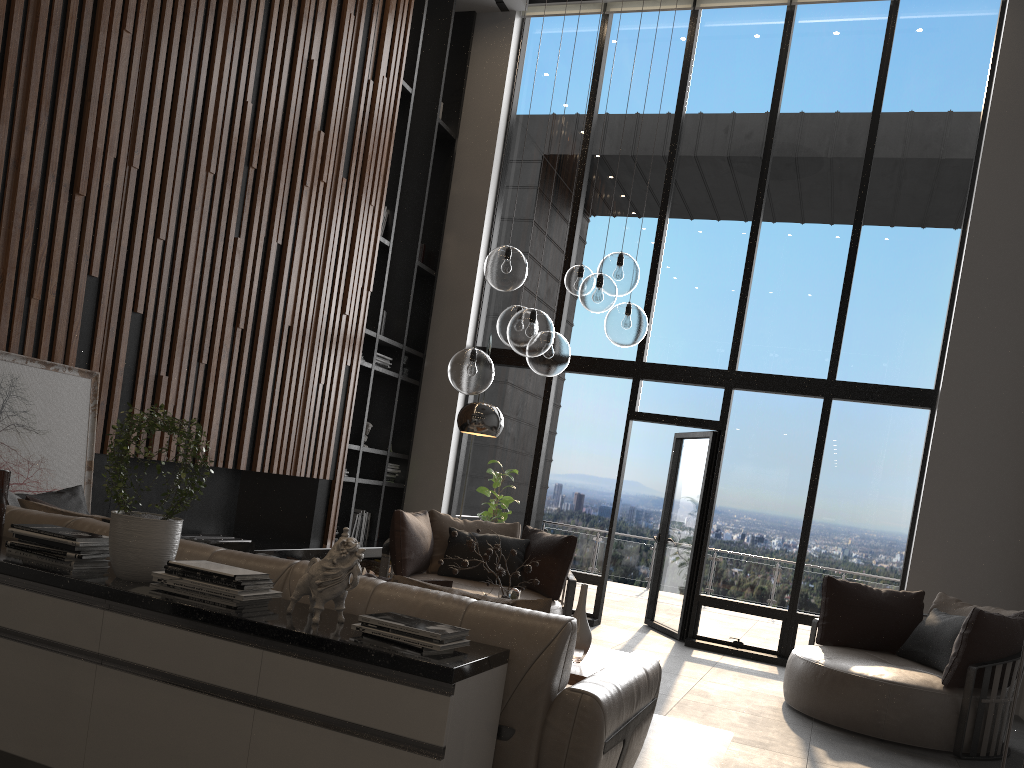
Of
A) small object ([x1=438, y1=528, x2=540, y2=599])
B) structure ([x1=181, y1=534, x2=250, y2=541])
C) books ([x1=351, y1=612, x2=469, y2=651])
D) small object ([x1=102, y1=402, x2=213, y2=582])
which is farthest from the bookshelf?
books ([x1=351, y1=612, x2=469, y2=651])

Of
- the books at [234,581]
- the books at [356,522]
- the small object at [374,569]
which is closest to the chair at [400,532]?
the small object at [374,569]

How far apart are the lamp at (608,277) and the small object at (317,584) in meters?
2.0

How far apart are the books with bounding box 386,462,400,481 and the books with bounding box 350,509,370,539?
0.5 meters

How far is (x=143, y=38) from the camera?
5.1 meters

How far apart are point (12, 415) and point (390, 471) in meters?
4.5

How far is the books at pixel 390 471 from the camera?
8.6m

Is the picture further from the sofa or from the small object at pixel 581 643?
the small object at pixel 581 643

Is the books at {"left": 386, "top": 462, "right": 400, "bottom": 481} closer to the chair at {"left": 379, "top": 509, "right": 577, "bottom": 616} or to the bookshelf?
the bookshelf

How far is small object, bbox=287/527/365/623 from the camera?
2.5 meters
